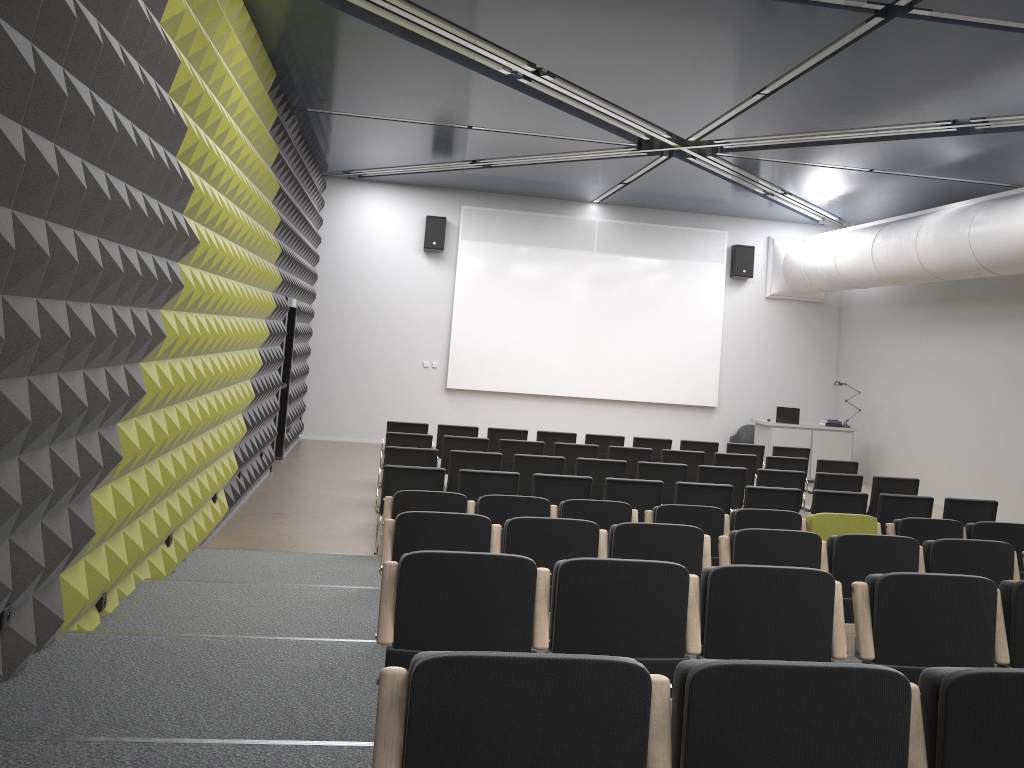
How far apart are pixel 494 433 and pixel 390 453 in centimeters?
295cm

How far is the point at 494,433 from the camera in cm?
1197

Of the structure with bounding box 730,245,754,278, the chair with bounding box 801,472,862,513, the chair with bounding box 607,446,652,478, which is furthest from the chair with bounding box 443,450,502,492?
the structure with bounding box 730,245,754,278

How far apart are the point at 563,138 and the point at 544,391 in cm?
608

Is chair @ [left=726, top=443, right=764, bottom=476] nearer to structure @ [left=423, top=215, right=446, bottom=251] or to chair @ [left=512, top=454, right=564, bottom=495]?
chair @ [left=512, top=454, right=564, bottom=495]

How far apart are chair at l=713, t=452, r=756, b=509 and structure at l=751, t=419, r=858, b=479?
4.60m

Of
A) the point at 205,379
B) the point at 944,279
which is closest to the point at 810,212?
the point at 944,279

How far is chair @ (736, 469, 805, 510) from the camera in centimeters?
975cm

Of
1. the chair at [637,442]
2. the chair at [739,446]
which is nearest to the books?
the chair at [739,446]

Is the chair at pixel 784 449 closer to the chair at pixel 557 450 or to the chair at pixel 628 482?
the chair at pixel 557 450
